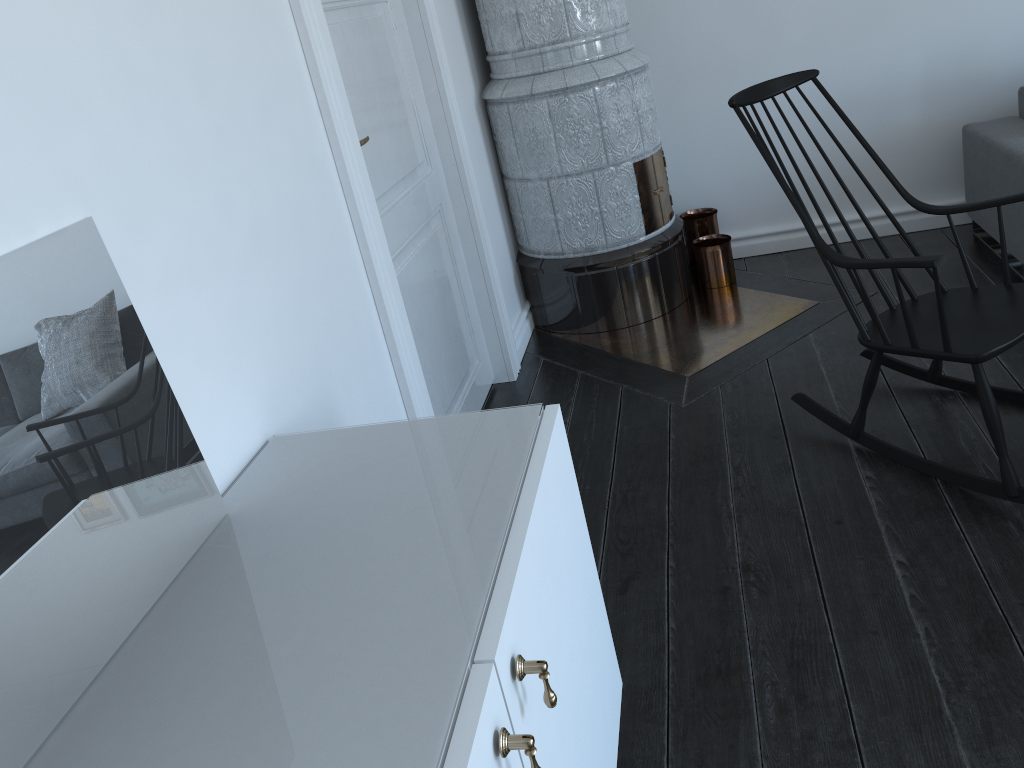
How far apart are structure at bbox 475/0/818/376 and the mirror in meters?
2.1

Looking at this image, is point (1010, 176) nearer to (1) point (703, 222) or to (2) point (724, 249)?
(2) point (724, 249)

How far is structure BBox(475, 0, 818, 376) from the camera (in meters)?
3.31

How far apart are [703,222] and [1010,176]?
1.2m

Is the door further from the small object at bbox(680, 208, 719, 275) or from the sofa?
the sofa

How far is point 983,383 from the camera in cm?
A: 210

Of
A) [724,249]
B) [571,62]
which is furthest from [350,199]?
[724,249]

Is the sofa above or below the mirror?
below

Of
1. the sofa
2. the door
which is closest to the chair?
the sofa

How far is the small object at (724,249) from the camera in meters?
3.8 m
